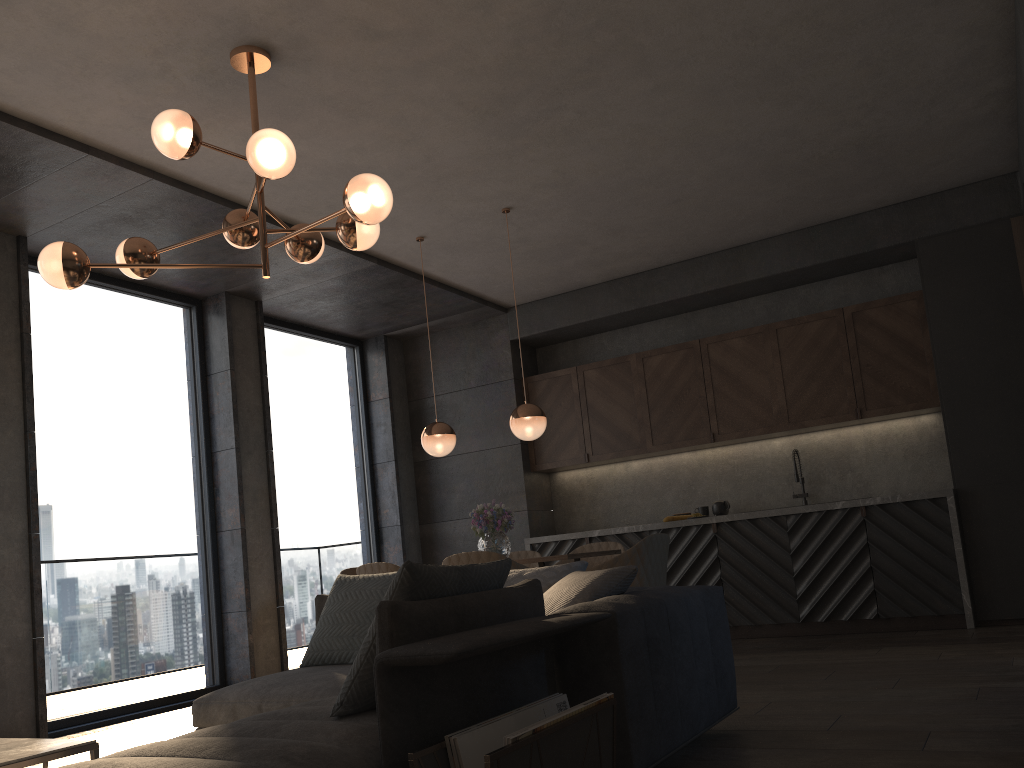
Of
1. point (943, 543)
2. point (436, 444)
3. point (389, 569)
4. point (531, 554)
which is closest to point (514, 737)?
point (389, 569)

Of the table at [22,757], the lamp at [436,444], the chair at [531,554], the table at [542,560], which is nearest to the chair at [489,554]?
the table at [542,560]

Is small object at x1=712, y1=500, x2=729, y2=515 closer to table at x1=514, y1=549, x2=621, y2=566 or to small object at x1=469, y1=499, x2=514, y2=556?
small object at x1=469, y1=499, x2=514, y2=556

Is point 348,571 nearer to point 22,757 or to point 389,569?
point 389,569

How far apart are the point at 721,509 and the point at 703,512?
0.16m

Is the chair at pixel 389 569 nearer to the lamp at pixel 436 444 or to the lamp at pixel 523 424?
the lamp at pixel 436 444

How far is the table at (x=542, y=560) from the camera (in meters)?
5.02

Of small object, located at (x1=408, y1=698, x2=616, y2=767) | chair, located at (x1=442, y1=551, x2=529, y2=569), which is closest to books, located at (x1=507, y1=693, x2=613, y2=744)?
small object, located at (x1=408, y1=698, x2=616, y2=767)

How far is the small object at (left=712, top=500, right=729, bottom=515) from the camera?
7.1 meters

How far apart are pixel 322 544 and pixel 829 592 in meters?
4.1
